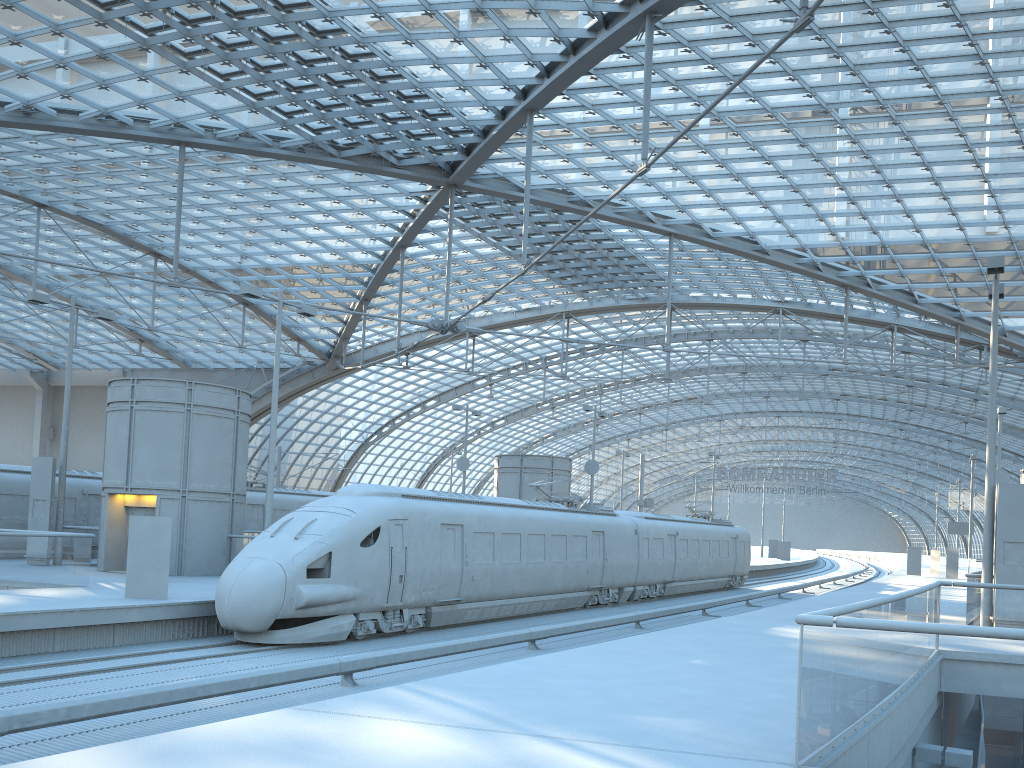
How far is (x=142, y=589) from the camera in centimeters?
1741cm

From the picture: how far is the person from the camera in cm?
1741

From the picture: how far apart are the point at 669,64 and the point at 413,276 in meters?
25.0 m

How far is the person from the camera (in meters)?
17.41
